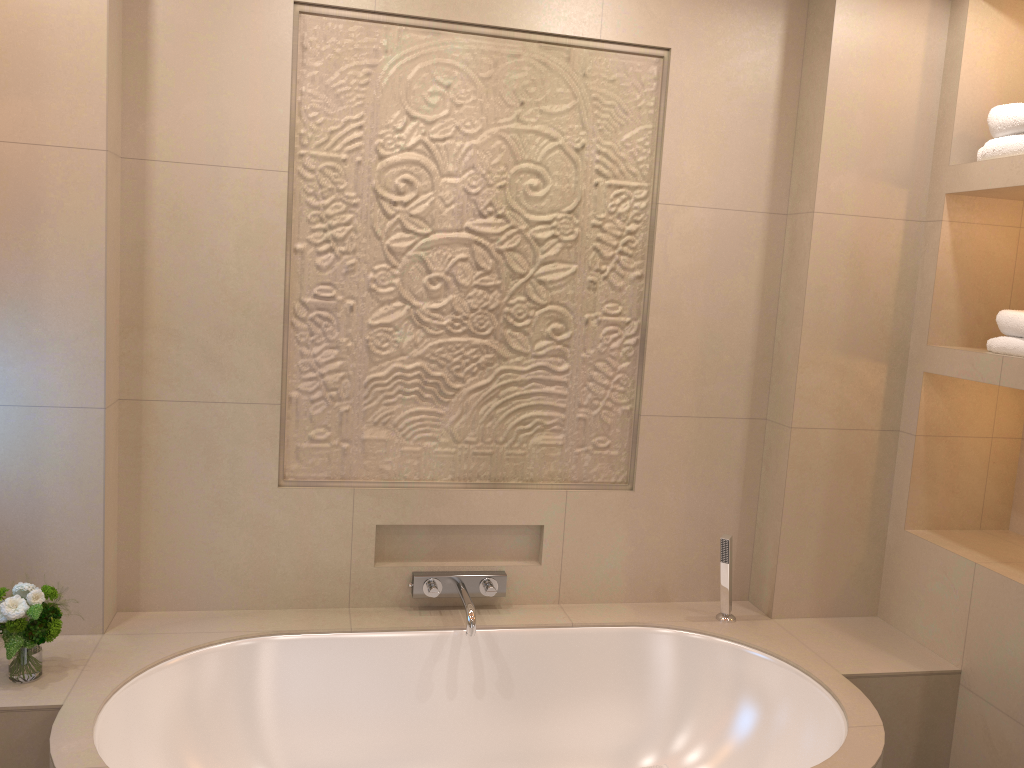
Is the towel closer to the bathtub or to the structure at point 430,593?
the bathtub

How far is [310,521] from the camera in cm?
255

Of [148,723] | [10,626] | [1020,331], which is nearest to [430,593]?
[148,723]

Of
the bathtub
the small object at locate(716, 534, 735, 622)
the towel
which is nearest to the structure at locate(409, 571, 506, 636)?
the bathtub

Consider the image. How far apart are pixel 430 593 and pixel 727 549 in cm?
88

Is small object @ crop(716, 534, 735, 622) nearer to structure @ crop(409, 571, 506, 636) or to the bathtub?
the bathtub

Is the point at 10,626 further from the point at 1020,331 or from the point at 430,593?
the point at 1020,331

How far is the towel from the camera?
2.35m

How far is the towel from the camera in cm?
235

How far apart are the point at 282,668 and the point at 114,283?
1.1m
